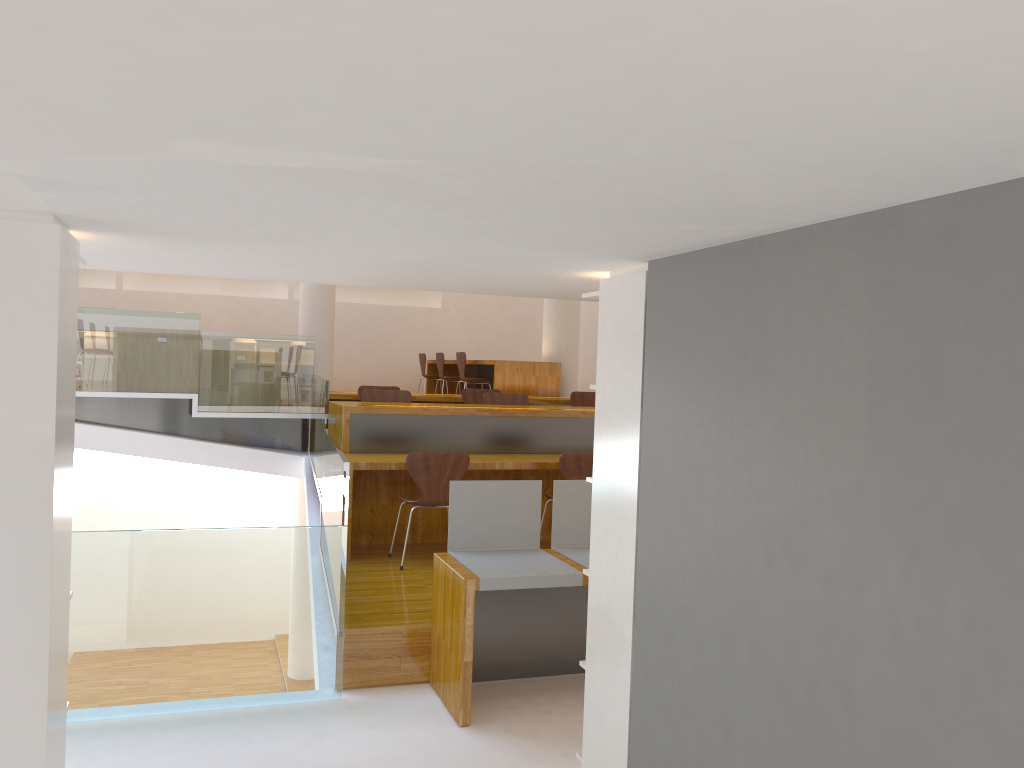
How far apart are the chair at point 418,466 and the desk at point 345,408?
0.25m

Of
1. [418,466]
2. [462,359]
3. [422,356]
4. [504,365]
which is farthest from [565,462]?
[422,356]

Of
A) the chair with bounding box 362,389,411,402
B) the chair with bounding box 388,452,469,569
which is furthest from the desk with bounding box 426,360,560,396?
the chair with bounding box 388,452,469,569

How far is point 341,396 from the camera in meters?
8.2

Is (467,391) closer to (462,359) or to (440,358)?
(462,359)

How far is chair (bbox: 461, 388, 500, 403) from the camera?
8.32m

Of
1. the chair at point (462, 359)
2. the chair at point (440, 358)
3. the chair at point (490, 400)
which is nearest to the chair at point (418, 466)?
the chair at point (490, 400)

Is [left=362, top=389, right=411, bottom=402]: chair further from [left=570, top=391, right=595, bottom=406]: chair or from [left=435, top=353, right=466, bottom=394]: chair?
[left=435, top=353, right=466, bottom=394]: chair

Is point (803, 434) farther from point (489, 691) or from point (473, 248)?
point (489, 691)

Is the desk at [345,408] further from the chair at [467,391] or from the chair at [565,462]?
the chair at [467,391]
